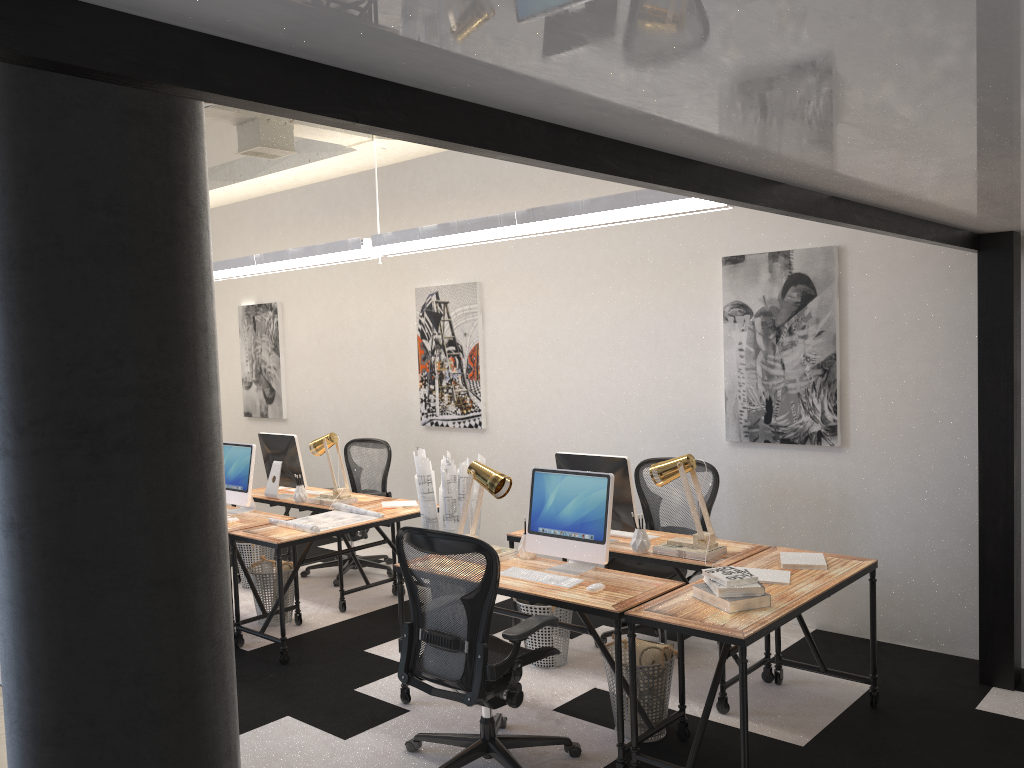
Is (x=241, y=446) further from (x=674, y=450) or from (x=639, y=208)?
(x=639, y=208)

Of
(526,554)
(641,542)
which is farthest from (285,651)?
(641,542)

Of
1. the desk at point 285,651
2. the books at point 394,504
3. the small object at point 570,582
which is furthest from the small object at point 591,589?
the books at point 394,504

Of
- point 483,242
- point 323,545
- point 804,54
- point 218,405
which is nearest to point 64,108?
point 218,405

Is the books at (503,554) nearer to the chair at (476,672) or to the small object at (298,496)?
the chair at (476,672)

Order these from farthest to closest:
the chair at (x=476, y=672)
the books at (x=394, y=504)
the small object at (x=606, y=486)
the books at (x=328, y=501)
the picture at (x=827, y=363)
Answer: the books at (x=328, y=501), the books at (x=394, y=504), the picture at (x=827, y=363), the small object at (x=606, y=486), the chair at (x=476, y=672)

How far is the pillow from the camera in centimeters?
411cm

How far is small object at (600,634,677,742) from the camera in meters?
4.0

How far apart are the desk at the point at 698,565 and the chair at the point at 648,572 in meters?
0.2 m

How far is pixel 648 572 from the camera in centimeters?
516cm
